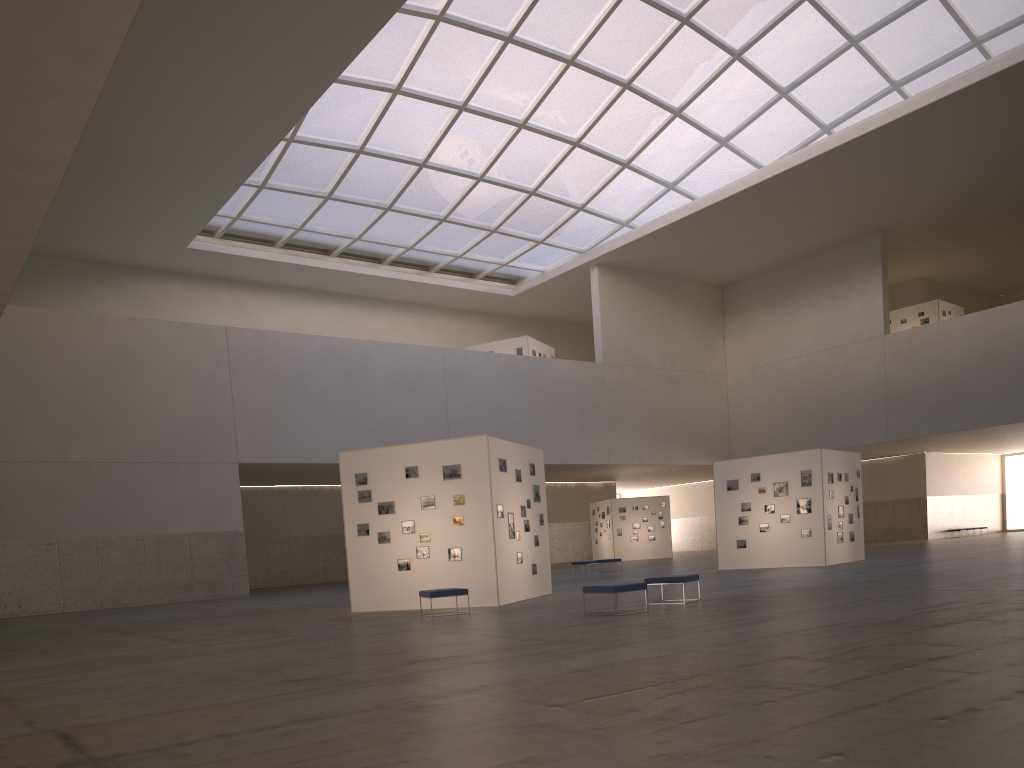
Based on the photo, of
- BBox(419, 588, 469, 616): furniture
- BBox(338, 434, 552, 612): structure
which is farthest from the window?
BBox(419, 588, 469, 616): furniture

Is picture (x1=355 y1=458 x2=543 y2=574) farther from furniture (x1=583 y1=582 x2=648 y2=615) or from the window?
the window

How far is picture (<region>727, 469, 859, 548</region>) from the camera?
33.85m

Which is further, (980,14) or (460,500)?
(980,14)

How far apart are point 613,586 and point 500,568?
6.0m

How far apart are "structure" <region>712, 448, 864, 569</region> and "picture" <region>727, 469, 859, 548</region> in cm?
23

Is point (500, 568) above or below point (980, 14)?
below

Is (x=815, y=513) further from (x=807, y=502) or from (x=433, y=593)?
(x=433, y=593)

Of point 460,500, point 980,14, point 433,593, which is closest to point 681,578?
point 433,593

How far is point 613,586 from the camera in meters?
17.6
